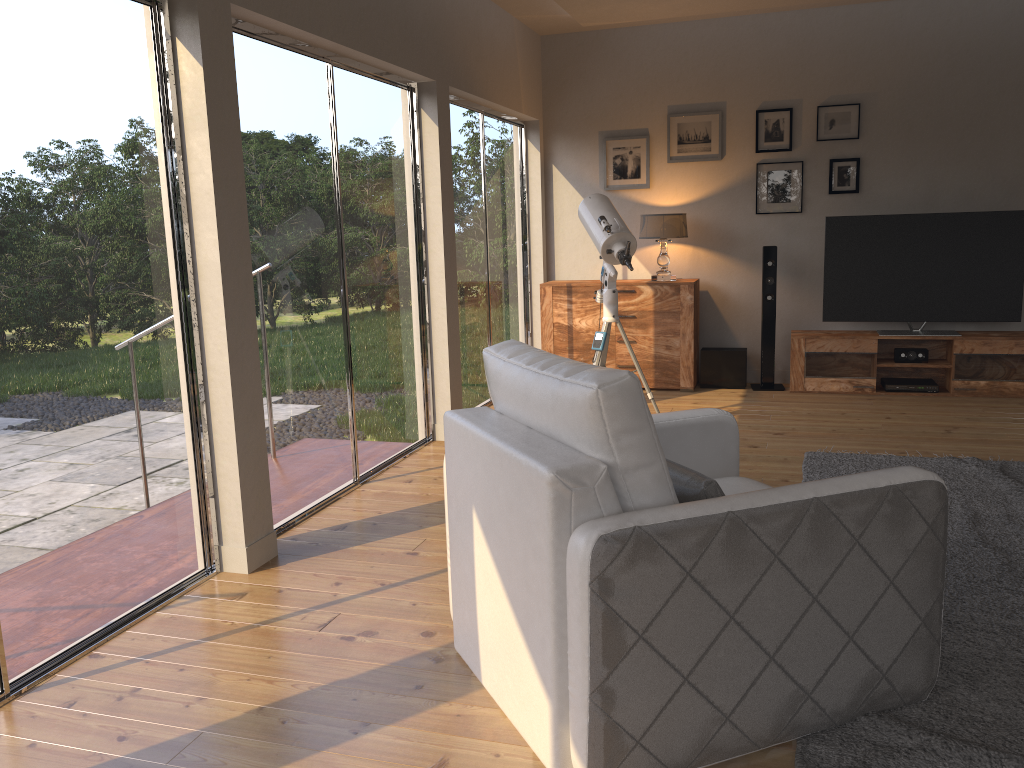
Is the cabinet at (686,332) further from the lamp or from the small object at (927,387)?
the small object at (927,387)

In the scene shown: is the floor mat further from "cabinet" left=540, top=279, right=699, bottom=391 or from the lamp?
the lamp

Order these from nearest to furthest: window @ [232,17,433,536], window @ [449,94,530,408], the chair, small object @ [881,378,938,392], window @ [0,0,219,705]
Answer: the chair, window @ [0,0,219,705], window @ [232,17,433,536], window @ [449,94,530,408], small object @ [881,378,938,392]

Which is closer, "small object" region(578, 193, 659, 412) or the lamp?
"small object" region(578, 193, 659, 412)

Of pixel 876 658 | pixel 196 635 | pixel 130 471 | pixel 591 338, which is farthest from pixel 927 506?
pixel 591 338

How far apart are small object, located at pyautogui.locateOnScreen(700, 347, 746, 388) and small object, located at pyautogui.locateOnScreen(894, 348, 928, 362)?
1.1 meters

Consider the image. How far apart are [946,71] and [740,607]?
5.70m

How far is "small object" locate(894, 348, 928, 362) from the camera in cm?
642

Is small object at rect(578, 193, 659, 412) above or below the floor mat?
above

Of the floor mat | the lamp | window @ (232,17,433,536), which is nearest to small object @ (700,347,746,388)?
the lamp
